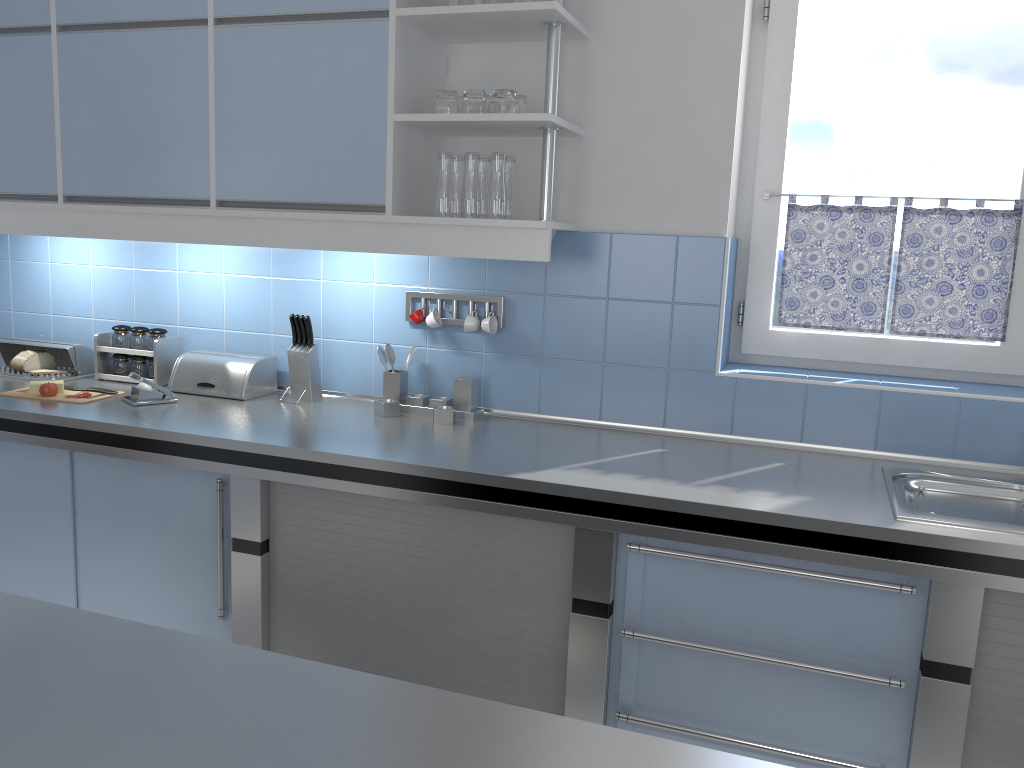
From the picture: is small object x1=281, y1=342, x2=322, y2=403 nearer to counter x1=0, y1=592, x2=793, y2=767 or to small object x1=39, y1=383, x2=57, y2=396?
small object x1=39, y1=383, x2=57, y2=396

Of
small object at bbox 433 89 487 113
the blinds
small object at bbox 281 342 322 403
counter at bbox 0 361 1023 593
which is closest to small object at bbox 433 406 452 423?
counter at bbox 0 361 1023 593

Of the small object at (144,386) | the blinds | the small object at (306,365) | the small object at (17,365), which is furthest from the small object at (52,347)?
the blinds

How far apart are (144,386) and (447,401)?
1.0 meters

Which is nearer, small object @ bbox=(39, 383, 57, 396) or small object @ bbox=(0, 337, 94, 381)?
small object @ bbox=(39, 383, 57, 396)

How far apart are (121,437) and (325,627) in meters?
0.8

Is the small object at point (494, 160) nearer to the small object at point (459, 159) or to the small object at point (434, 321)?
the small object at point (459, 159)

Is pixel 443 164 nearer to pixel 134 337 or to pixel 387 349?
pixel 387 349

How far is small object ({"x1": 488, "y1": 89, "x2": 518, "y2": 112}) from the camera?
2.5m

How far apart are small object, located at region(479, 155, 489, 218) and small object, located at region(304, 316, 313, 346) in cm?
77
